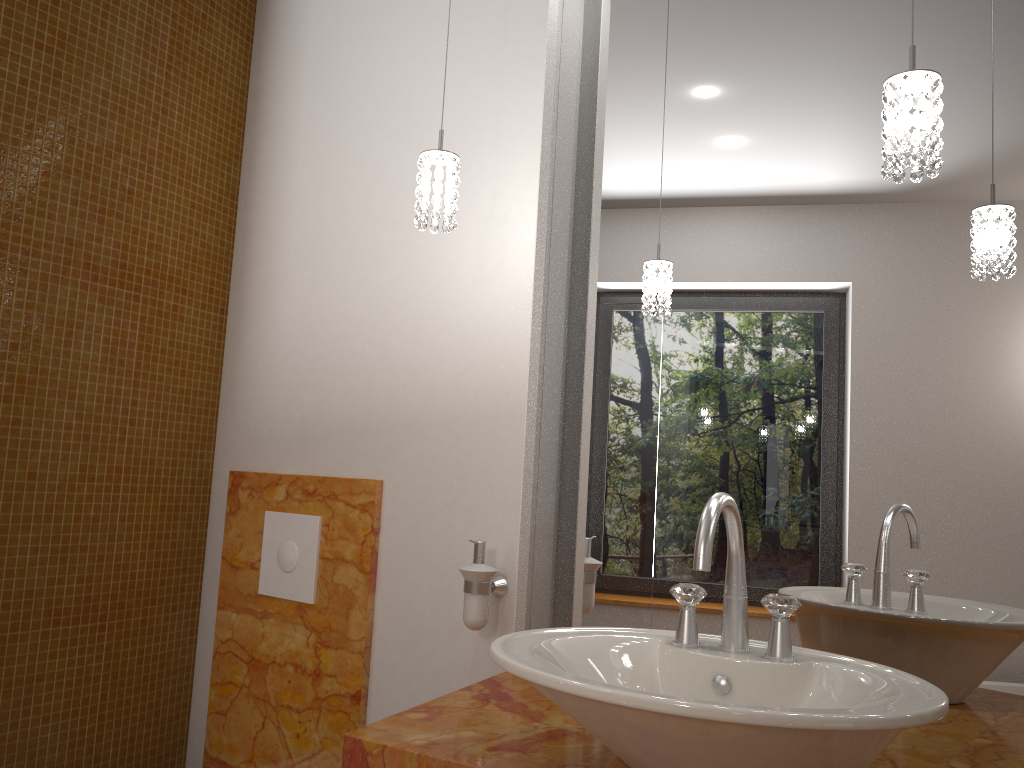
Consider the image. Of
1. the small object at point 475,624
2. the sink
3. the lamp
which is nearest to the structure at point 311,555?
the small object at point 475,624

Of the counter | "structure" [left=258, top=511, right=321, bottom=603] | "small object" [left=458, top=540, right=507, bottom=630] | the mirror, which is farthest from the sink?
"structure" [left=258, top=511, right=321, bottom=603]

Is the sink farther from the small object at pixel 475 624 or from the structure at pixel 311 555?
the structure at pixel 311 555

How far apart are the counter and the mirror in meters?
0.0 m

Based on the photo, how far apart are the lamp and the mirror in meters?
0.3

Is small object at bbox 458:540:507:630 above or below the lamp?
below

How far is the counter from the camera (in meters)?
1.19

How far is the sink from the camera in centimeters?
88cm

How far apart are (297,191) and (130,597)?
1.1m

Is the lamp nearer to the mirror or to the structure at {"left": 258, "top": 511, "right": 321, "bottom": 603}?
the mirror
